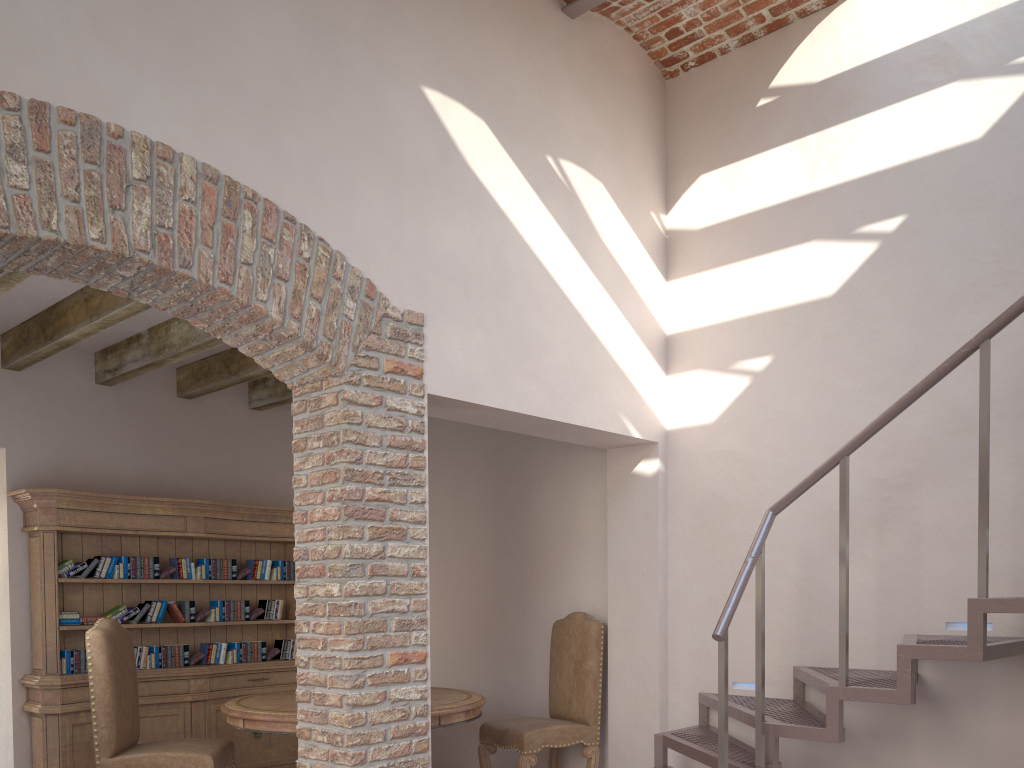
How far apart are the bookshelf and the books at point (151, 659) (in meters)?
0.09

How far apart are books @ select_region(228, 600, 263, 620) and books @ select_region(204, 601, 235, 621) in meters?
0.1

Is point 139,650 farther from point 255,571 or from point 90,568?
point 255,571

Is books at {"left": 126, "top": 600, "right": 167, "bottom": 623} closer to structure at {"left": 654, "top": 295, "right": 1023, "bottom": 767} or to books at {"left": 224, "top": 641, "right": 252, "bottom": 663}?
books at {"left": 224, "top": 641, "right": 252, "bottom": 663}

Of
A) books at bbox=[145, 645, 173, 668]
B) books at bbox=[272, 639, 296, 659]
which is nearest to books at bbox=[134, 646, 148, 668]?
books at bbox=[145, 645, 173, 668]

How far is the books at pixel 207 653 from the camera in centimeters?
611cm

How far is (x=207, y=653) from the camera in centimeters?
611cm

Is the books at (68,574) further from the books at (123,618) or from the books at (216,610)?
the books at (216,610)

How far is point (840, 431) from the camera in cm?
460

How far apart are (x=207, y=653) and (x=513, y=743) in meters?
2.4
